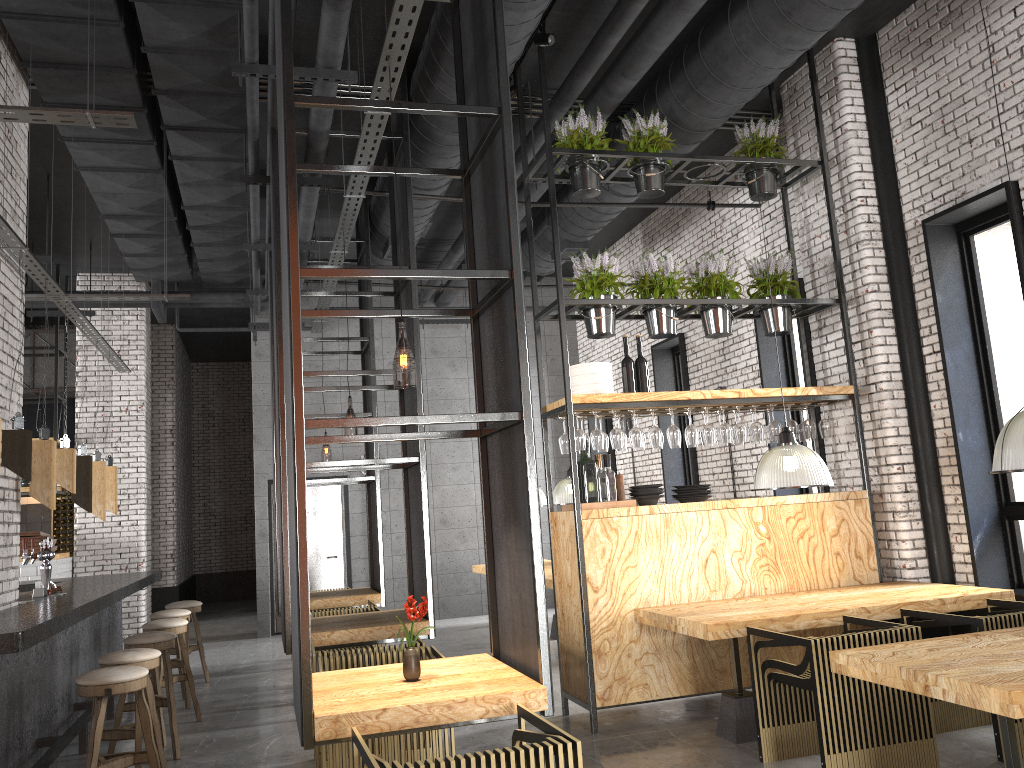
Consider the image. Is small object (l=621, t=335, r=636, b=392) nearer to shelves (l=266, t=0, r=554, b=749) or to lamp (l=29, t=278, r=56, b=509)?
shelves (l=266, t=0, r=554, b=749)

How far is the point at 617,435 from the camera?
6.3m

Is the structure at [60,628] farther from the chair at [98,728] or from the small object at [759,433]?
the small object at [759,433]

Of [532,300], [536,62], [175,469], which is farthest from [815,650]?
[175,469]

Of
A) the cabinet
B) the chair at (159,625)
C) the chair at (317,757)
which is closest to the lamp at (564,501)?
the chair at (159,625)

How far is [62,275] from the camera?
12.0m

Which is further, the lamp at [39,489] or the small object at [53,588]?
the small object at [53,588]

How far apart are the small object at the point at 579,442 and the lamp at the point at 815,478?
1.2 meters

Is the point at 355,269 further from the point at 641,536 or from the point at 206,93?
the point at 206,93

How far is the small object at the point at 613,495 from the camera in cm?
628
